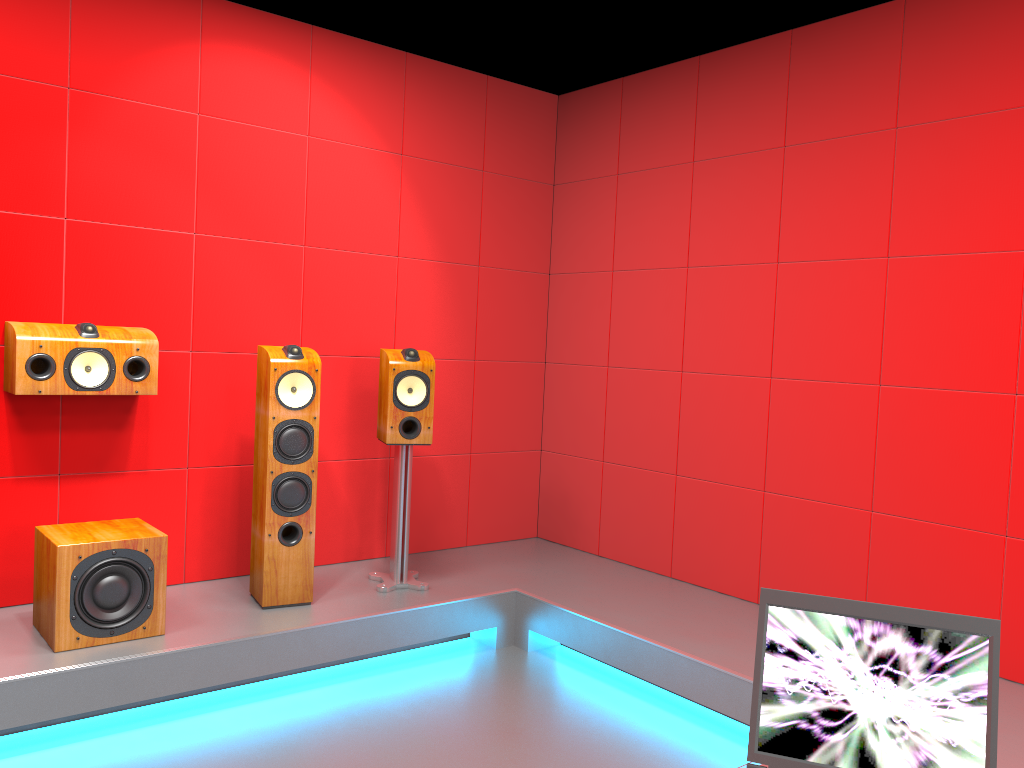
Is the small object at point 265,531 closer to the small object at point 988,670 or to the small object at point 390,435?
the small object at point 390,435

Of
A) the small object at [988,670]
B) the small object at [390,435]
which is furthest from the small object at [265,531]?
the small object at [988,670]

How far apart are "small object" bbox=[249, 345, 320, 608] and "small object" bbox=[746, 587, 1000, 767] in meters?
2.5 m

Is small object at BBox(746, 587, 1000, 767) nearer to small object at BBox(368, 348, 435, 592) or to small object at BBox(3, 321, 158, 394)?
small object at BBox(368, 348, 435, 592)

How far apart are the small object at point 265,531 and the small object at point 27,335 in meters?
0.4

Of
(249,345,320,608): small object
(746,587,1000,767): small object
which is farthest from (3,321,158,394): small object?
(746,587,1000,767): small object

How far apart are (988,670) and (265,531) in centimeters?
277cm

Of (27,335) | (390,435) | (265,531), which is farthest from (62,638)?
(390,435)

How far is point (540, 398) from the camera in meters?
5.0 m

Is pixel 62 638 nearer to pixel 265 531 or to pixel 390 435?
pixel 265 531
